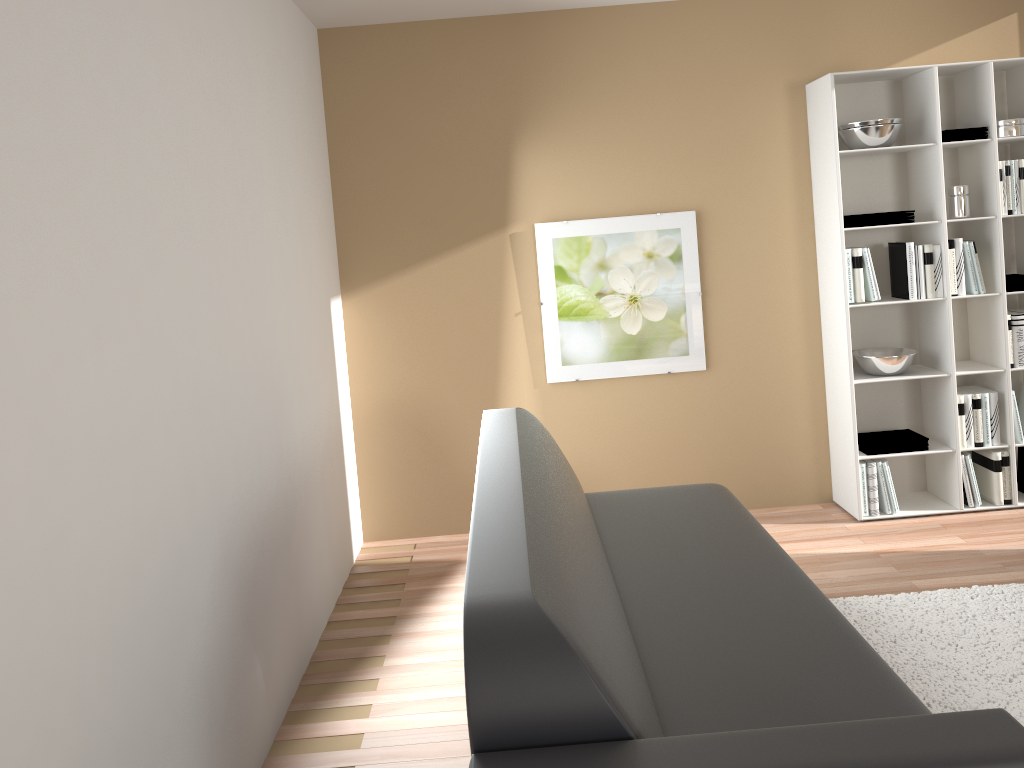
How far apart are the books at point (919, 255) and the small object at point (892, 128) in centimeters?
51cm

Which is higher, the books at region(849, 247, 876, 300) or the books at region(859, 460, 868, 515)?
the books at region(849, 247, 876, 300)

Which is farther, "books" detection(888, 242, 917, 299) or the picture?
the picture

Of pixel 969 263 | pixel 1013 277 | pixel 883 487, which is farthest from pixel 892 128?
pixel 883 487

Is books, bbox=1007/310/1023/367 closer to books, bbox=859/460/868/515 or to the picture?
books, bbox=859/460/868/515

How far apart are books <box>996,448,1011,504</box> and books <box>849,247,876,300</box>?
1.01m

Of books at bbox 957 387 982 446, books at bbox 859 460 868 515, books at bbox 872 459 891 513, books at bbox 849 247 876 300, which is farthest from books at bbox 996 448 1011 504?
books at bbox 849 247 876 300

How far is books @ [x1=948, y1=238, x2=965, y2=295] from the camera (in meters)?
4.17

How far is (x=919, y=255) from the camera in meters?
4.2

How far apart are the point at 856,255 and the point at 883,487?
1.1m
